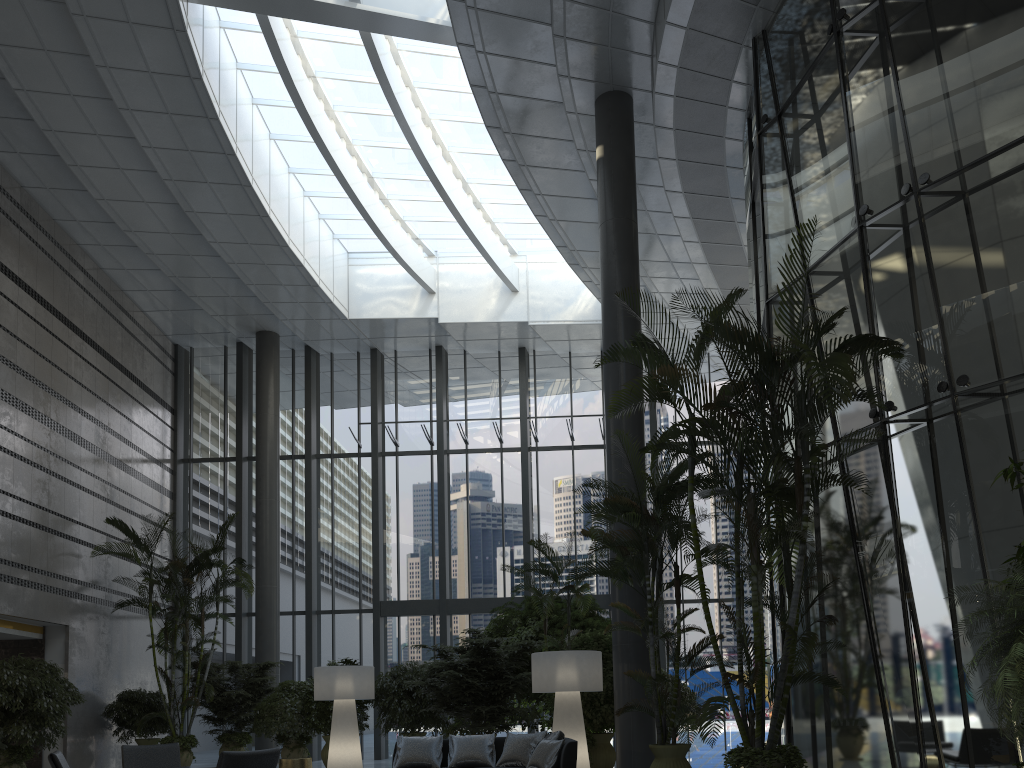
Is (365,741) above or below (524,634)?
below

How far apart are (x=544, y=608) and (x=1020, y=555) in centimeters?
656cm

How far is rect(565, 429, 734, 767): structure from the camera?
7.40m

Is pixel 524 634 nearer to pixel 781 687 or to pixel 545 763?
pixel 545 763

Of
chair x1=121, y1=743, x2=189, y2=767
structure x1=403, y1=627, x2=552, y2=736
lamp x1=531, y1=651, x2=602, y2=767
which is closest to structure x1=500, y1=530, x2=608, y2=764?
lamp x1=531, y1=651, x2=602, y2=767

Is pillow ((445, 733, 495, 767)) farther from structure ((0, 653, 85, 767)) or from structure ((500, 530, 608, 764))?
structure ((0, 653, 85, 767))

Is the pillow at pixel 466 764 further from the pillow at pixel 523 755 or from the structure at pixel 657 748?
the structure at pixel 657 748

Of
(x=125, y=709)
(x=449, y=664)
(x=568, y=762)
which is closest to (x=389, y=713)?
(x=449, y=664)

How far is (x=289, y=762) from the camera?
8.6m

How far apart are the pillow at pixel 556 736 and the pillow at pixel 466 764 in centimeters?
111cm
